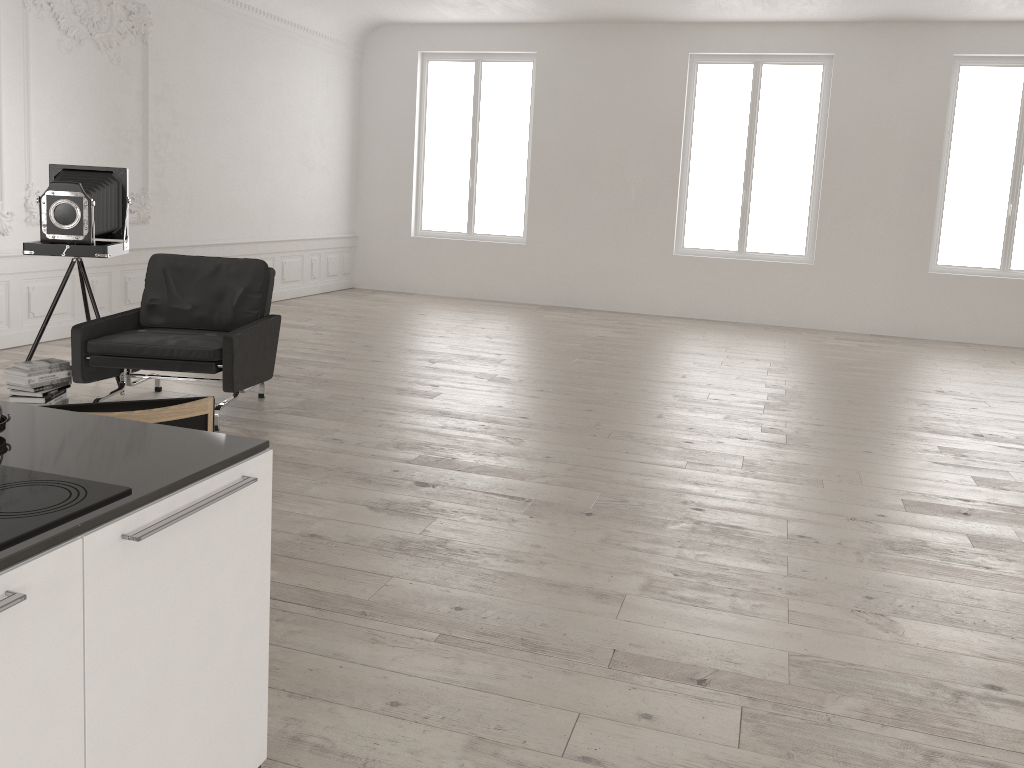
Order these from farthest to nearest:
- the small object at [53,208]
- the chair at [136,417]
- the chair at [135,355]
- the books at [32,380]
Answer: the small object at [53,208], the chair at [135,355], the books at [32,380], the chair at [136,417]

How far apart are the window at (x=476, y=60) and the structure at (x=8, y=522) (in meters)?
10.95

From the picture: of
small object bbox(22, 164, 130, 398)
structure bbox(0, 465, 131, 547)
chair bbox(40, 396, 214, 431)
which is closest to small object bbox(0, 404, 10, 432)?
structure bbox(0, 465, 131, 547)

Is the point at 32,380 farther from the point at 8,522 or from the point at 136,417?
the point at 8,522

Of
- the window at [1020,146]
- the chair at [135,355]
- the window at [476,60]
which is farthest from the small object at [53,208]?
the window at [1020,146]

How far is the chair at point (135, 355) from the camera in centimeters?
515cm

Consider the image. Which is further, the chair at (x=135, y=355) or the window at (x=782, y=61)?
the window at (x=782, y=61)

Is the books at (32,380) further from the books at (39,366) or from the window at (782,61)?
the window at (782,61)

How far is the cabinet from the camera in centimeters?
143cm

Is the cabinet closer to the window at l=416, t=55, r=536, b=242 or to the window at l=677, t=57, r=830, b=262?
the window at l=677, t=57, r=830, b=262
